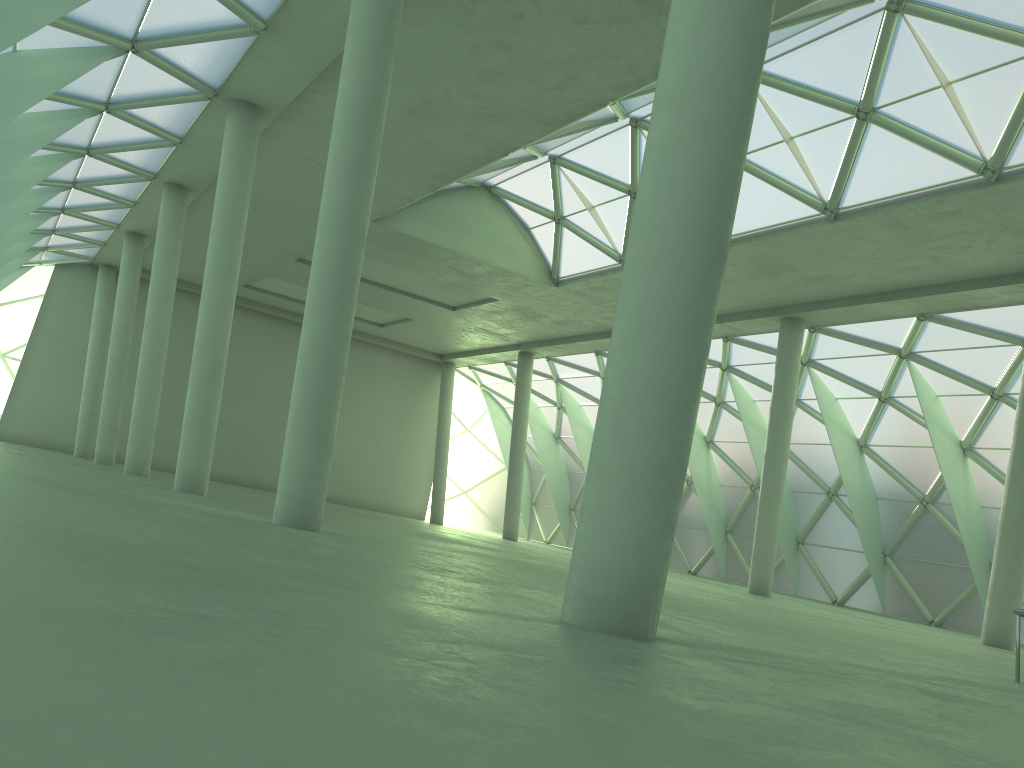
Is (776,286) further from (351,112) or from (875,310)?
(351,112)
